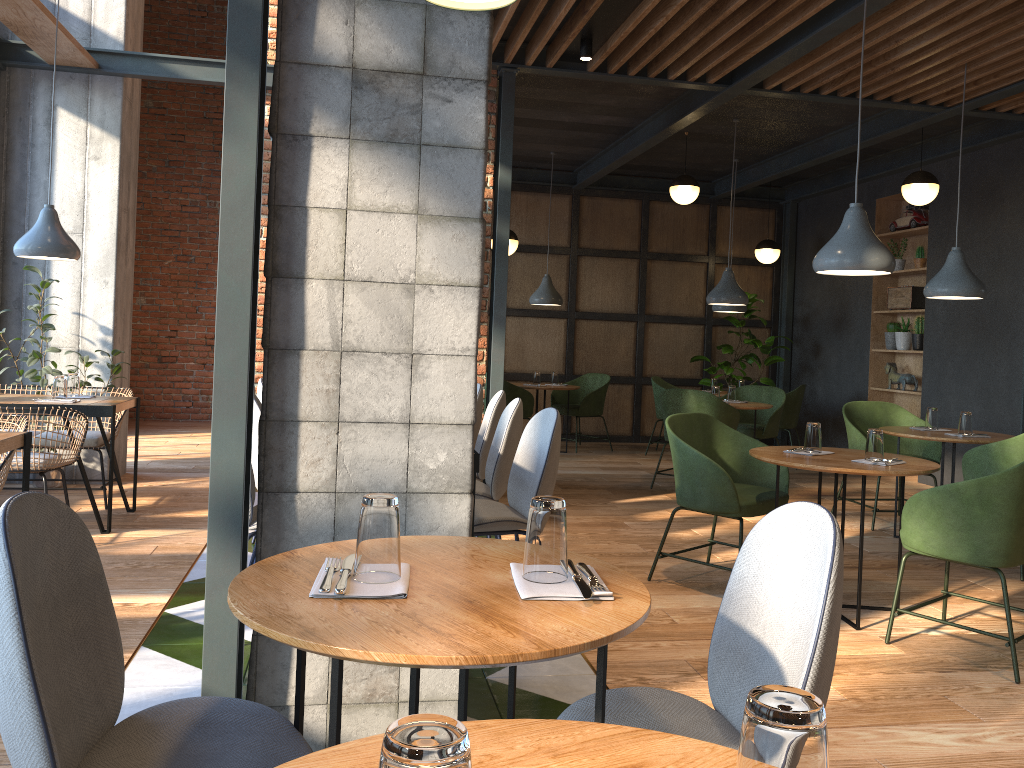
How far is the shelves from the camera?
8.6m

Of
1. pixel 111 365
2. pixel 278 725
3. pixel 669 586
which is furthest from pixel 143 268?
pixel 278 725

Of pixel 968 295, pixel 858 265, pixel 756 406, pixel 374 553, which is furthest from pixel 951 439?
pixel 374 553

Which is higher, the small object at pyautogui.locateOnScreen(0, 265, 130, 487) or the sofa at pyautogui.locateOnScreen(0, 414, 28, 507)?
the small object at pyautogui.locateOnScreen(0, 265, 130, 487)

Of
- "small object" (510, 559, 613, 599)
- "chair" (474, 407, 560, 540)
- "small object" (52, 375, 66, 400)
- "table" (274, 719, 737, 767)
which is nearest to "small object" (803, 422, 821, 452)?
"chair" (474, 407, 560, 540)

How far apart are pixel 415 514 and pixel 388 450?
0.2m

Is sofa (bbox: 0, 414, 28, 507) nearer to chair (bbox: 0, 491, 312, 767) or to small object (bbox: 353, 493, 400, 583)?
chair (bbox: 0, 491, 312, 767)

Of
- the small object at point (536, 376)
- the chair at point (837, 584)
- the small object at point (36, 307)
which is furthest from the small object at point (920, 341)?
the chair at point (837, 584)

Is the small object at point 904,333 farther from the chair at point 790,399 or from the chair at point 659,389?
the chair at point 659,389

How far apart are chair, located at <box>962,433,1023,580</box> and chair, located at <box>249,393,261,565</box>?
3.85m
